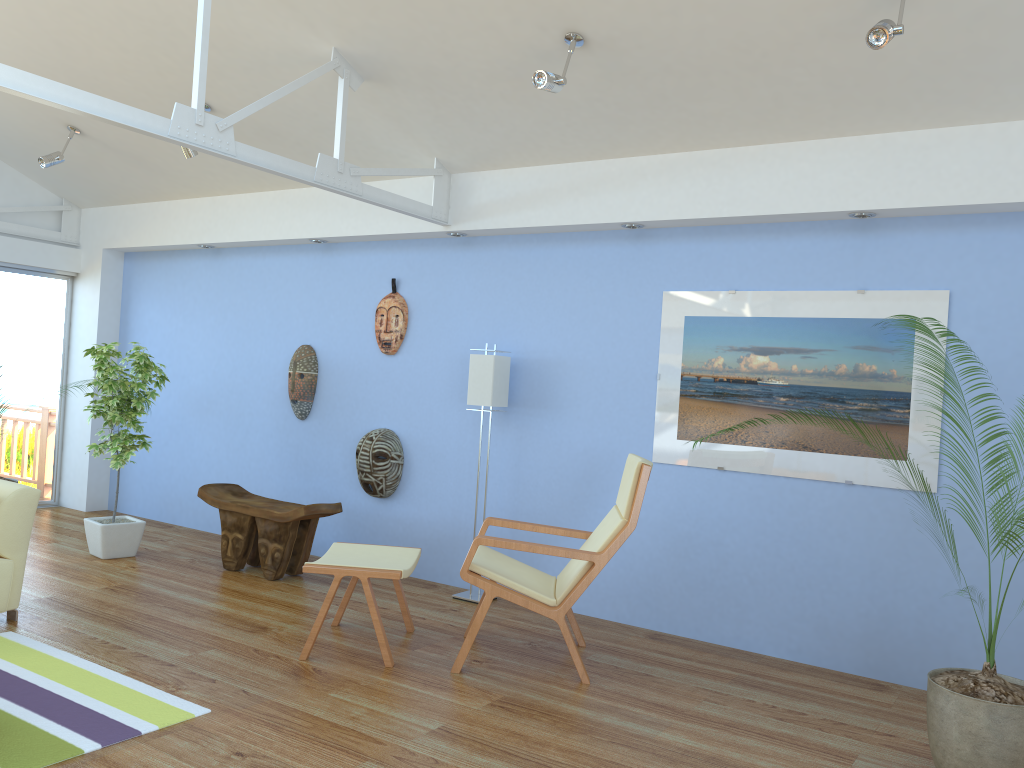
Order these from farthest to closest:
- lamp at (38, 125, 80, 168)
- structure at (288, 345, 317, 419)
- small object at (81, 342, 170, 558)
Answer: structure at (288, 345, 317, 419)
lamp at (38, 125, 80, 168)
small object at (81, 342, 170, 558)

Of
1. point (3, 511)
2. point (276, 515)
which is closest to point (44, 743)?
point (3, 511)

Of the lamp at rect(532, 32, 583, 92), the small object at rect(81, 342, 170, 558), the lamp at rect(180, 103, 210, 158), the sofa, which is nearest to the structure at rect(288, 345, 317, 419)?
the small object at rect(81, 342, 170, 558)

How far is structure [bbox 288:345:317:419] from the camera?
6.2m

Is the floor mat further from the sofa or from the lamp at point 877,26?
the lamp at point 877,26

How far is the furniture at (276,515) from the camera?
5.3 meters

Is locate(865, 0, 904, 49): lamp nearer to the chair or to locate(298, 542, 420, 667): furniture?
the chair

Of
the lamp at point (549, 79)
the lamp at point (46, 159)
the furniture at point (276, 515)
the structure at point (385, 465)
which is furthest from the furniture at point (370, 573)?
the lamp at point (46, 159)

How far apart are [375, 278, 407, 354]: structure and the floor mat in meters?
2.7 m

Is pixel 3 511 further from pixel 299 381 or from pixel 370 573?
pixel 299 381
